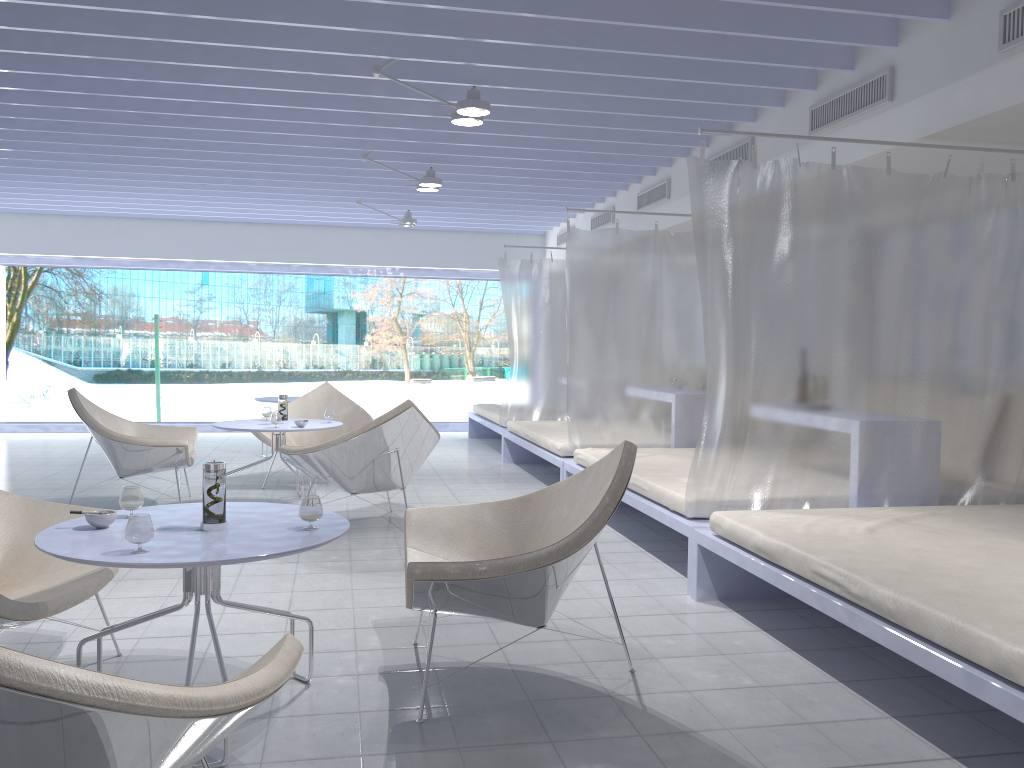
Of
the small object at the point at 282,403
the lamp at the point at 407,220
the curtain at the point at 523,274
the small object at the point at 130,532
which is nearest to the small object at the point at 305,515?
the small object at the point at 130,532

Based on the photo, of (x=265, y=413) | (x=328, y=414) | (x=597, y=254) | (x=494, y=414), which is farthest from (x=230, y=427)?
(x=494, y=414)

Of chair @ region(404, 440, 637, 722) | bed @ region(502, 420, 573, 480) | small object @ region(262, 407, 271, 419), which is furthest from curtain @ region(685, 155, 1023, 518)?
small object @ region(262, 407, 271, 419)

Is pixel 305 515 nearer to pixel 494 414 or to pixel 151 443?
pixel 151 443

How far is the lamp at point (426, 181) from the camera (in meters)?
6.45

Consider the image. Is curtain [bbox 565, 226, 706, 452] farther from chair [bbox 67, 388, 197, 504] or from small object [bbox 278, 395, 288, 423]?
chair [bbox 67, 388, 197, 504]

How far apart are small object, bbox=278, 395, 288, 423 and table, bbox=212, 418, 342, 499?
0.0 meters

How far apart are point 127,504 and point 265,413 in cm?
344

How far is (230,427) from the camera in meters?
5.5 m

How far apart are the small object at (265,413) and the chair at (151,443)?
0.5 meters
